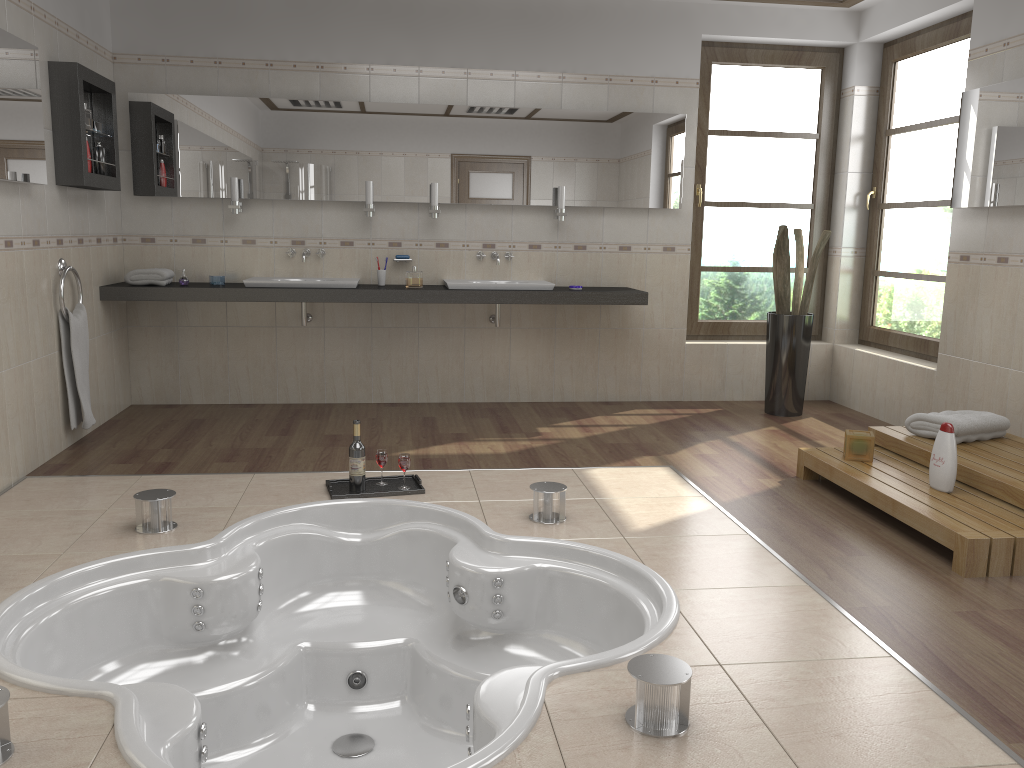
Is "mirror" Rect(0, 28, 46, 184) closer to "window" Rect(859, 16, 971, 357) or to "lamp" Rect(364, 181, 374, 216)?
"lamp" Rect(364, 181, 374, 216)

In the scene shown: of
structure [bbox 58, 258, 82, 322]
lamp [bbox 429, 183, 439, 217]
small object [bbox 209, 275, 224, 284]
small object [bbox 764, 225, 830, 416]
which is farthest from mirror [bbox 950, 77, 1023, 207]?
structure [bbox 58, 258, 82, 322]

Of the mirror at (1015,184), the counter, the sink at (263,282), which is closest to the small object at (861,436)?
the mirror at (1015,184)

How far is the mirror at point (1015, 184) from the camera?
4.27m

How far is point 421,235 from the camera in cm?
570

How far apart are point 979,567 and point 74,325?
4.14m

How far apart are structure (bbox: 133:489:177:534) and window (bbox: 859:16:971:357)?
4.34m

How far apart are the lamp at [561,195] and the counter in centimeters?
46cm

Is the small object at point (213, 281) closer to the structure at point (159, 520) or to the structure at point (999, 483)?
the structure at point (159, 520)

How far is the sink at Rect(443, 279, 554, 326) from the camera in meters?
5.4
